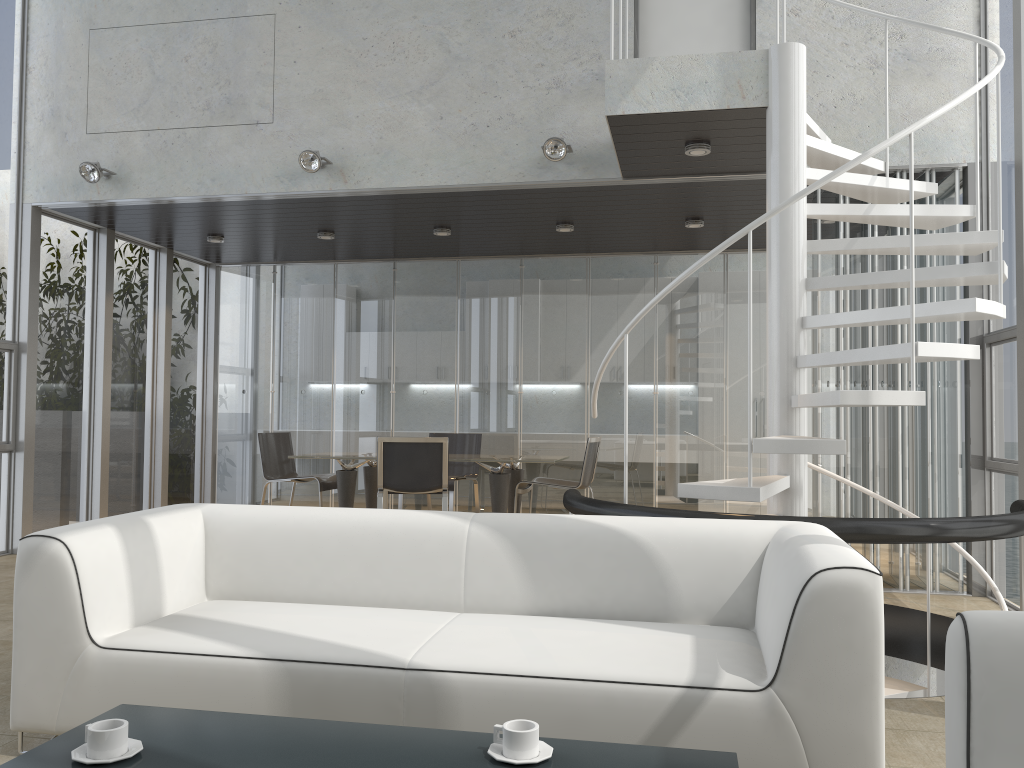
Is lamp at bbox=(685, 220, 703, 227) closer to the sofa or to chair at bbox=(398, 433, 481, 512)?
chair at bbox=(398, 433, 481, 512)

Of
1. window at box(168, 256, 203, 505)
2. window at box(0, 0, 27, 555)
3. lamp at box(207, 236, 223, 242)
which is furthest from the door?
window at box(168, 256, 203, 505)

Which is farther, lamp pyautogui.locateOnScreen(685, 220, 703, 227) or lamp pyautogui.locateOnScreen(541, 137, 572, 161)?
lamp pyautogui.locateOnScreen(685, 220, 703, 227)

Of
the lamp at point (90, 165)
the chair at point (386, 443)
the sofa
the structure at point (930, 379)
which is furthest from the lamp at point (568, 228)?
the sofa

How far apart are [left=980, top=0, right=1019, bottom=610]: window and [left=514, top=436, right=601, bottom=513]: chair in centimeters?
284cm

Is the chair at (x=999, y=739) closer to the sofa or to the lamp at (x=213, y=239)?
the sofa

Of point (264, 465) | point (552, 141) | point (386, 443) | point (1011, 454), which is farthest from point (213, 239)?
point (1011, 454)

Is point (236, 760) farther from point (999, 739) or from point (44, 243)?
point (44, 243)

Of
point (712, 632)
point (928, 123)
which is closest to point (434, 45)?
point (928, 123)

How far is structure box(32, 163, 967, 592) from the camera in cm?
559
